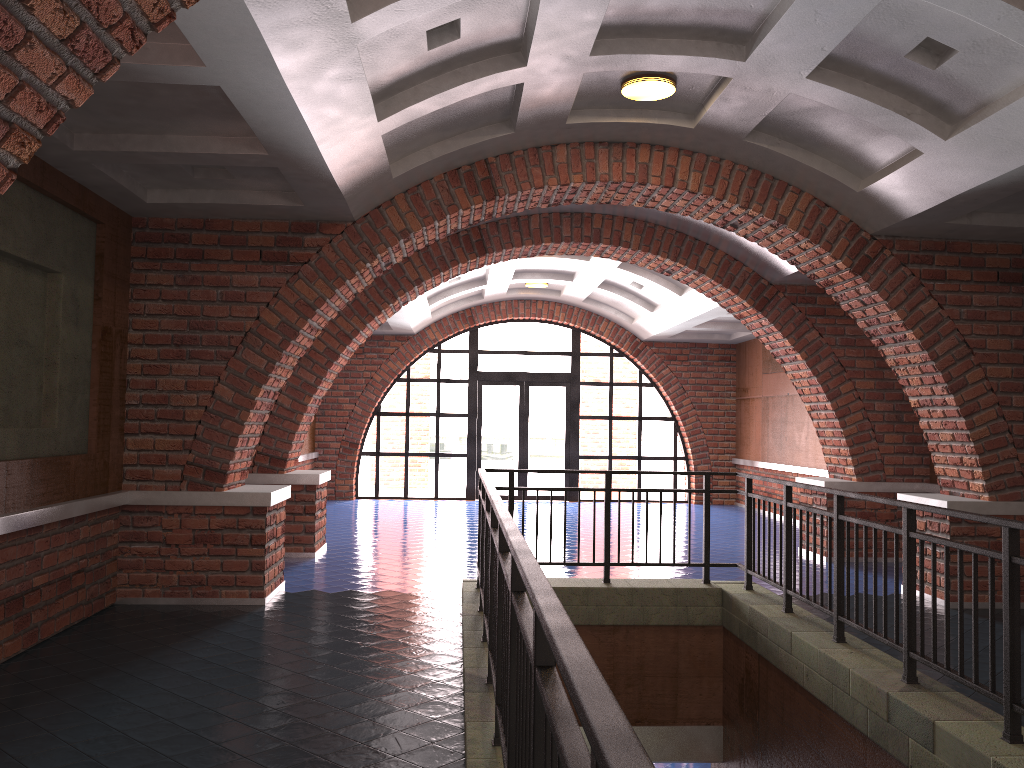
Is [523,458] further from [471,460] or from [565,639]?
[565,639]

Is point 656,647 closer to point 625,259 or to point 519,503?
point 625,259

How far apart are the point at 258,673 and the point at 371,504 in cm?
1033

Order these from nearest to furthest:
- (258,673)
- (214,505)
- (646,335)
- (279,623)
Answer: (258,673) → (279,623) → (214,505) → (646,335)

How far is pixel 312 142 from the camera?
5.1 meters

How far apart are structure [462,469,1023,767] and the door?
9.2 meters

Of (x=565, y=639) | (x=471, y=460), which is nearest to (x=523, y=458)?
(x=471, y=460)

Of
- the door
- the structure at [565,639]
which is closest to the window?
the door

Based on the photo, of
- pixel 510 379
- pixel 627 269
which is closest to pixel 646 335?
pixel 510 379

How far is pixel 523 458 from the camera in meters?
16.6
